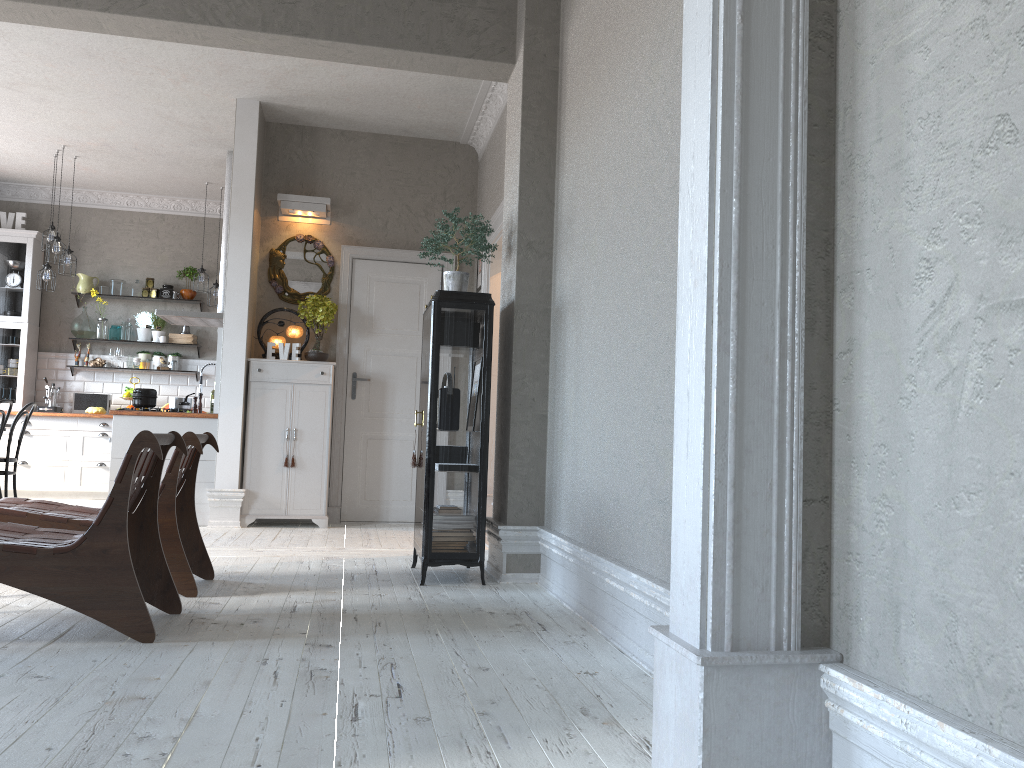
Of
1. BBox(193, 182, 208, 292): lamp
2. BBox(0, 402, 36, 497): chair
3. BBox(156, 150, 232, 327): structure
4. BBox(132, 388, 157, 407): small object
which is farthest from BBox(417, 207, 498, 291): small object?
BBox(193, 182, 208, 292): lamp

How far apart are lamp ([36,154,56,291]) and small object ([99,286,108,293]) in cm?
130

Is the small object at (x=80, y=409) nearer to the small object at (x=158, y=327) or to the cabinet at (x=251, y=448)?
the small object at (x=158, y=327)

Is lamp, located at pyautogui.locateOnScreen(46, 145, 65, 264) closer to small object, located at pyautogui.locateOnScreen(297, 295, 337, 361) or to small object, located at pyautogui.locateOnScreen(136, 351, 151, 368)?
small object, located at pyautogui.locateOnScreen(136, 351, 151, 368)

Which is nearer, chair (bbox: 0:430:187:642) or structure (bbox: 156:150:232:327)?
chair (bbox: 0:430:187:642)

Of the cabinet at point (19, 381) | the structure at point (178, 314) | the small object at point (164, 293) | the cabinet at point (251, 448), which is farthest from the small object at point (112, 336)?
the cabinet at point (251, 448)

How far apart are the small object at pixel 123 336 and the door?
3.7 meters

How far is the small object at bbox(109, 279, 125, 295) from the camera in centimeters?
976cm

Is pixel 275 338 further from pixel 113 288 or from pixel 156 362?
pixel 113 288

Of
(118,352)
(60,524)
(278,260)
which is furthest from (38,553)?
(118,352)
